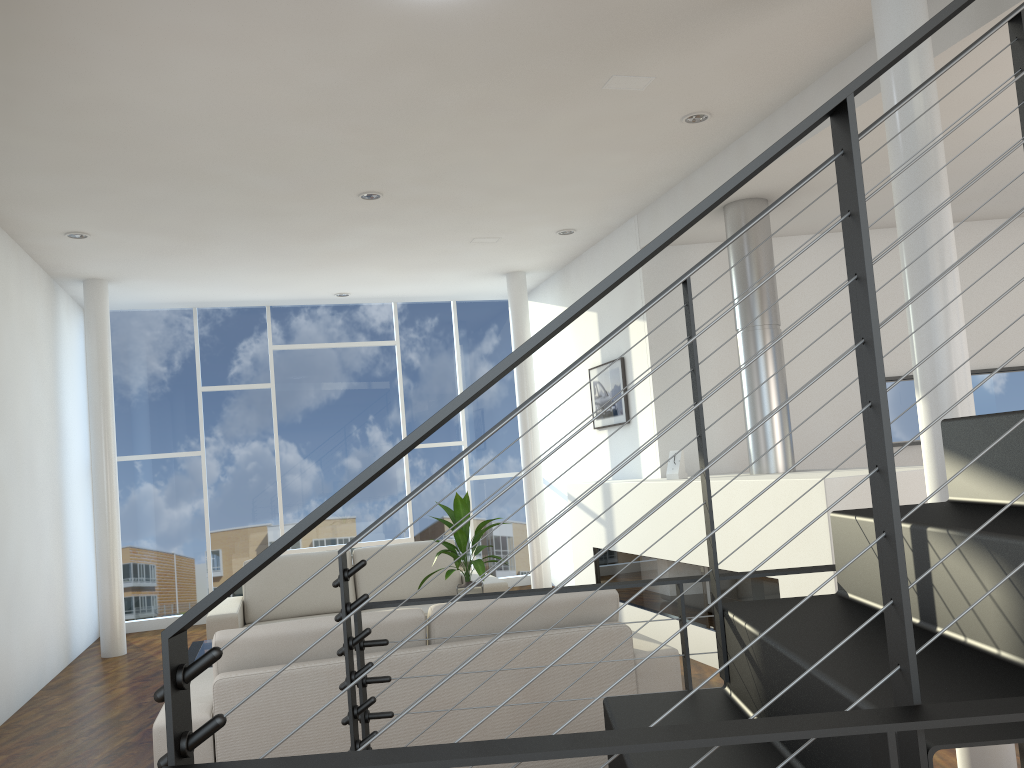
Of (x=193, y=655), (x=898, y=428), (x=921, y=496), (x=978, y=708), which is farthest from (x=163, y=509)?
(x=978, y=708)

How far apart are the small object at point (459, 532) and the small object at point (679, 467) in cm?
109

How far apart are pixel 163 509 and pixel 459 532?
3.6 meters

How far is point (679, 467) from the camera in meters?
4.6

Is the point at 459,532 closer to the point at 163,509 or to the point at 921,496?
the point at 921,496

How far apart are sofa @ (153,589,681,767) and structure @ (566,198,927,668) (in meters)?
0.68

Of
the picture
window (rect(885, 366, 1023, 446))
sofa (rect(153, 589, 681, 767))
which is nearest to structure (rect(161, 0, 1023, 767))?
sofa (rect(153, 589, 681, 767))

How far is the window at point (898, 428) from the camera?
5.23m

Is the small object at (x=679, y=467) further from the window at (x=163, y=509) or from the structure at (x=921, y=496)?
the window at (x=163, y=509)

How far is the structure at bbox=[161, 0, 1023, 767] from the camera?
0.8m
